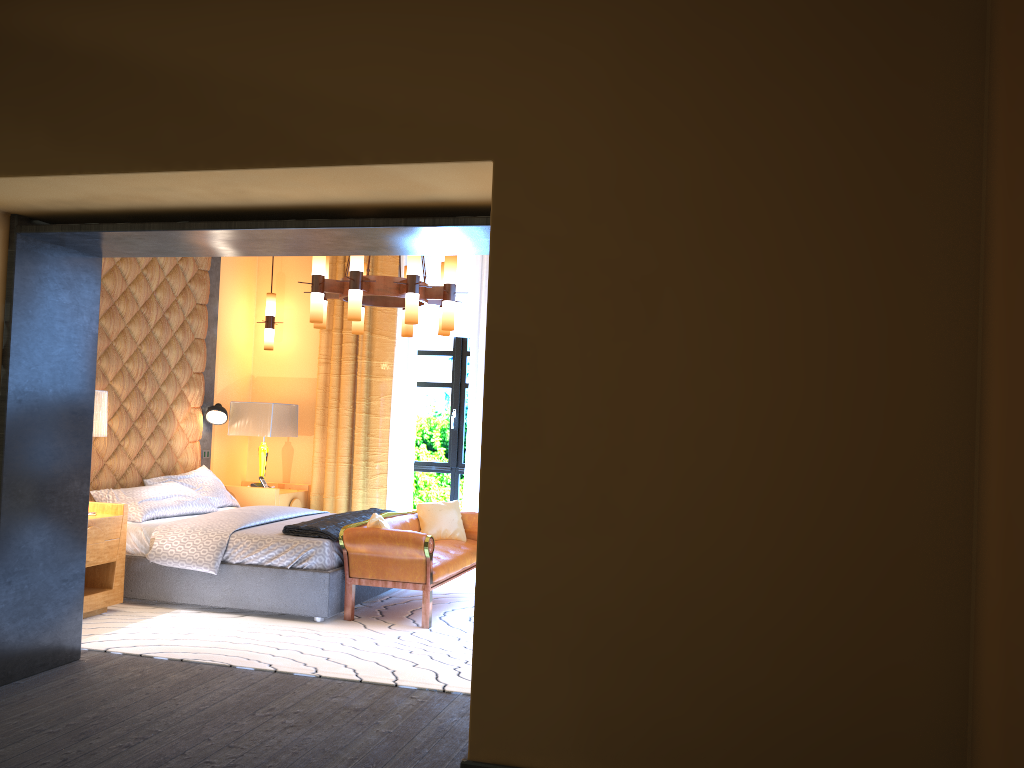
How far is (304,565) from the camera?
5.6m

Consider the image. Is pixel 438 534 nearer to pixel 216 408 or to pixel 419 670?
pixel 419 670

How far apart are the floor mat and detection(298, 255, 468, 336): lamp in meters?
1.9 m

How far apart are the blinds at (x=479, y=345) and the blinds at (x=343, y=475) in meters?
0.1 m

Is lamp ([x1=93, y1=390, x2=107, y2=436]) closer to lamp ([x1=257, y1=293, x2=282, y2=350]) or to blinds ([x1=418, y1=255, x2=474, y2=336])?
lamp ([x1=257, y1=293, x2=282, y2=350])

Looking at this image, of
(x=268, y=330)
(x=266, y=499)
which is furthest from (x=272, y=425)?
(x=268, y=330)

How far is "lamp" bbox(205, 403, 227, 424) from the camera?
7.6m

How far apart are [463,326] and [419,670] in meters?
4.2

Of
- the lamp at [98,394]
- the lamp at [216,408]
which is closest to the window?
the lamp at [216,408]

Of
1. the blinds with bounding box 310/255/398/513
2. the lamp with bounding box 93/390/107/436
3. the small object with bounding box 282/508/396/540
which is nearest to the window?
the blinds with bounding box 310/255/398/513
